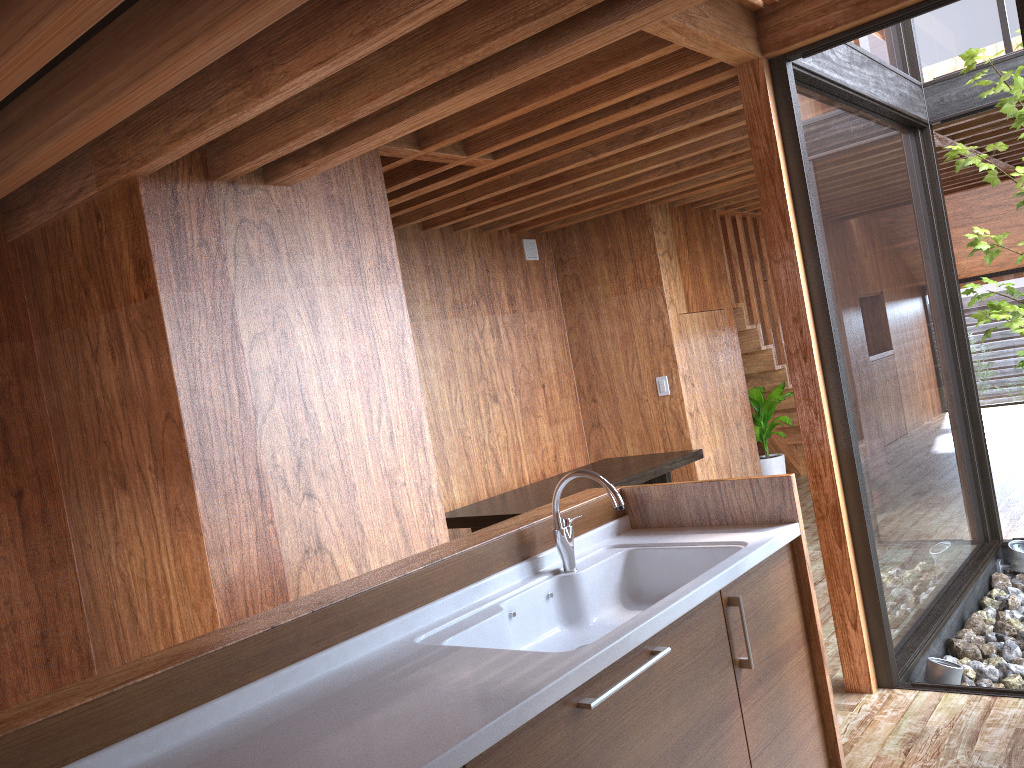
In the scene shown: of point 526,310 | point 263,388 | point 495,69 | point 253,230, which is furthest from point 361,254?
point 526,310

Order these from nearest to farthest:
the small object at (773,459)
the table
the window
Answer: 1. the window
2. the table
3. the small object at (773,459)

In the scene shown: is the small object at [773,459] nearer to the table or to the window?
the table

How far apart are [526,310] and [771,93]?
3.0 meters

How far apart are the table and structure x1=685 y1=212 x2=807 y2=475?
1.7 meters

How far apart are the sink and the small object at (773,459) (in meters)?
4.18

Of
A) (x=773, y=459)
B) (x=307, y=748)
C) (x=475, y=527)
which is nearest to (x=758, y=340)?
(x=773, y=459)

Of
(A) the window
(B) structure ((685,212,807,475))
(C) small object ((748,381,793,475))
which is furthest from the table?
(B) structure ((685,212,807,475))

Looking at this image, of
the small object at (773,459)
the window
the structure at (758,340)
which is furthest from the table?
the structure at (758,340)

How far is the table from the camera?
4.3m
